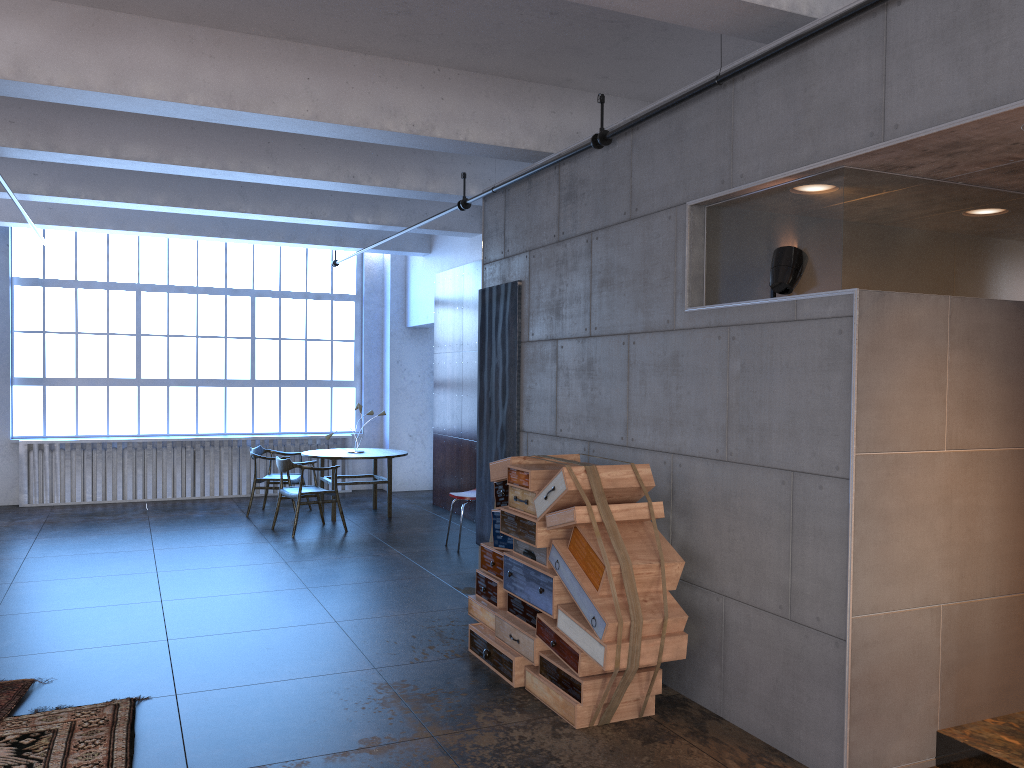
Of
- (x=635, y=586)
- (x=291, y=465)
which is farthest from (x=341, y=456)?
(x=635, y=586)

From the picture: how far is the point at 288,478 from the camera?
11.0m

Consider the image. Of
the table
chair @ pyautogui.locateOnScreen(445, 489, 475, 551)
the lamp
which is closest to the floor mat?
the lamp

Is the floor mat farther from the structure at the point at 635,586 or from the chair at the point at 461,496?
the chair at the point at 461,496

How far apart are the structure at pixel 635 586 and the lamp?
1.1 meters

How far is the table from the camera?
10.7m

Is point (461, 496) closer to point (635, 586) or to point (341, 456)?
point (341, 456)

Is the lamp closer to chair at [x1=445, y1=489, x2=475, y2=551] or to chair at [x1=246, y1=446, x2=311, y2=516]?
chair at [x1=445, y1=489, x2=475, y2=551]

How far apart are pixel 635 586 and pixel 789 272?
1.66m

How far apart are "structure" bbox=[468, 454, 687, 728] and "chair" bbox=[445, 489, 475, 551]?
3.06m
